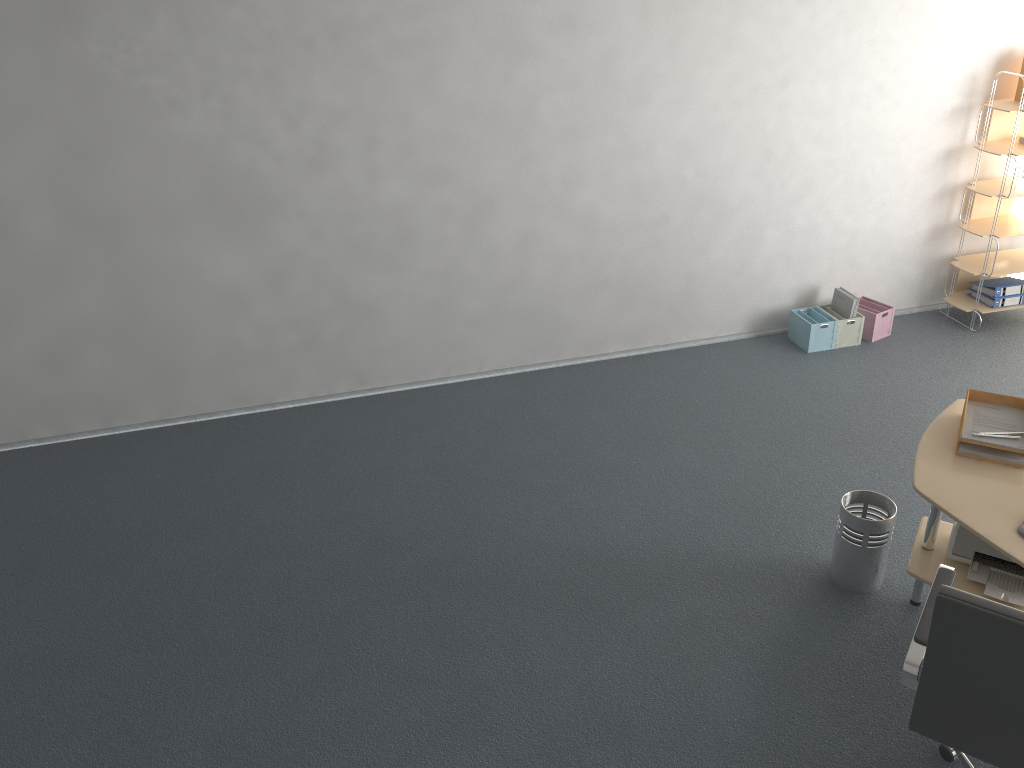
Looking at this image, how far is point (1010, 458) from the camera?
3.1m

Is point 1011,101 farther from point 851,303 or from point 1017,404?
point 1017,404

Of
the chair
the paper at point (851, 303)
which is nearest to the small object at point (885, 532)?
the chair

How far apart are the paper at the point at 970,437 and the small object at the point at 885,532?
0.5 meters

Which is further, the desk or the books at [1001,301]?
the books at [1001,301]

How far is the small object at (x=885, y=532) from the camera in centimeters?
346cm

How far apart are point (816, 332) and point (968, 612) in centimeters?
361cm

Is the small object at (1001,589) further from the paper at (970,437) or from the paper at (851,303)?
the paper at (851,303)

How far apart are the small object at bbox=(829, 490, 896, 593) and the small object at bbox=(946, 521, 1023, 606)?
0.2 meters

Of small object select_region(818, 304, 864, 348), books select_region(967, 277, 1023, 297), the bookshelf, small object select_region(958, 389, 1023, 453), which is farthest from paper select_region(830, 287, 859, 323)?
small object select_region(958, 389, 1023, 453)
